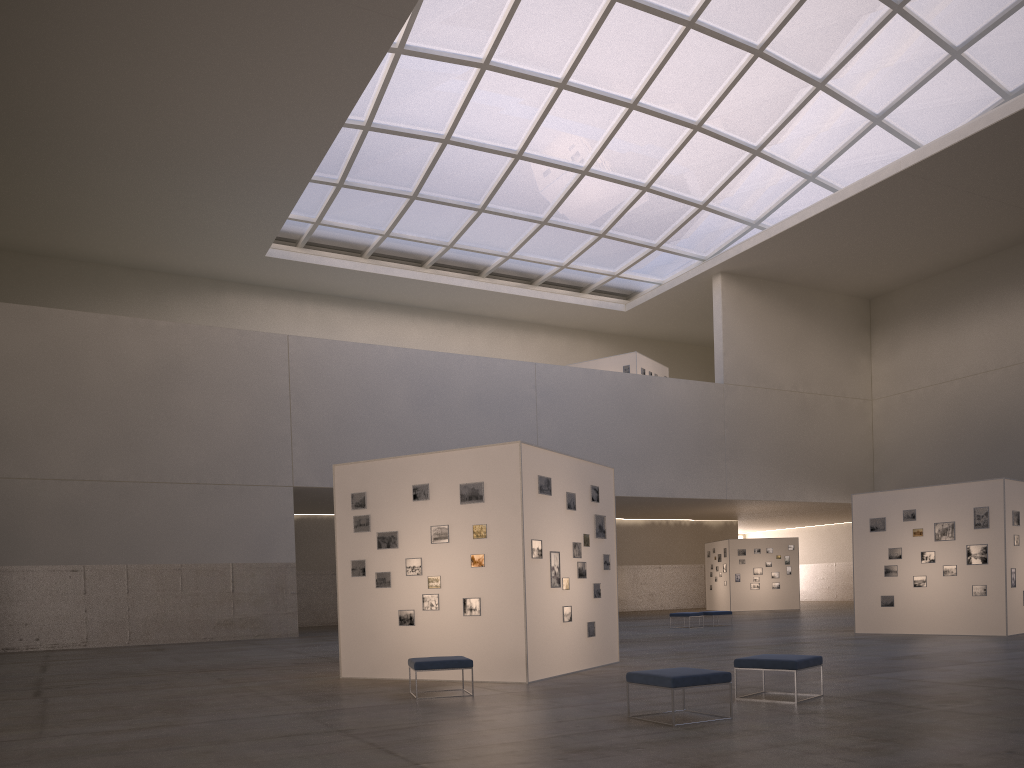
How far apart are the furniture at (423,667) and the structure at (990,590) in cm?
1797

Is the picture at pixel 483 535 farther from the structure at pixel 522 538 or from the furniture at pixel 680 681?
the furniture at pixel 680 681

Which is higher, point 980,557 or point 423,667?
point 980,557

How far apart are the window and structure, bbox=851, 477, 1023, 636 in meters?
23.2

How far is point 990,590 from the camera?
24.76m

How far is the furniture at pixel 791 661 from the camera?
12.2 meters

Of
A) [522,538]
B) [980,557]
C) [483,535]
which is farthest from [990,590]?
[483,535]

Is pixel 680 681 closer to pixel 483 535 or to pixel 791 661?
pixel 791 661

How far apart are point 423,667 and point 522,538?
3.2m

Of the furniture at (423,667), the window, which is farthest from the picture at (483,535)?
the window
